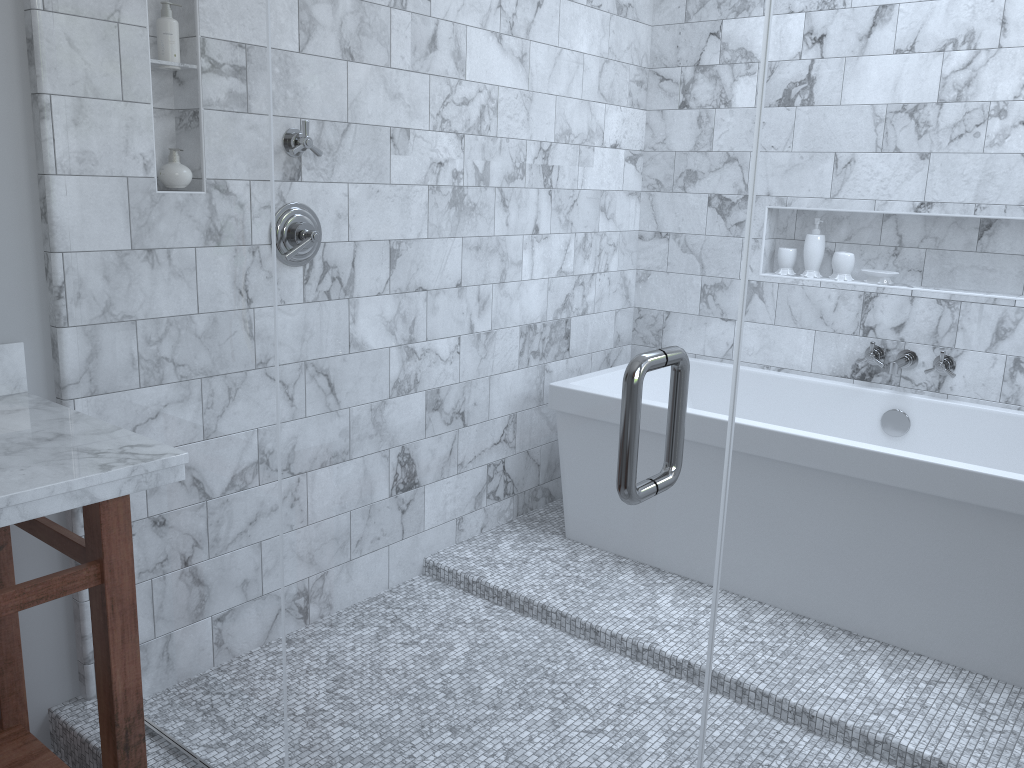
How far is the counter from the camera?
1.4m

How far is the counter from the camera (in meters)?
1.40

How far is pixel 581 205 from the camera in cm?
493

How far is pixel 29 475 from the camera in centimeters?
140cm
